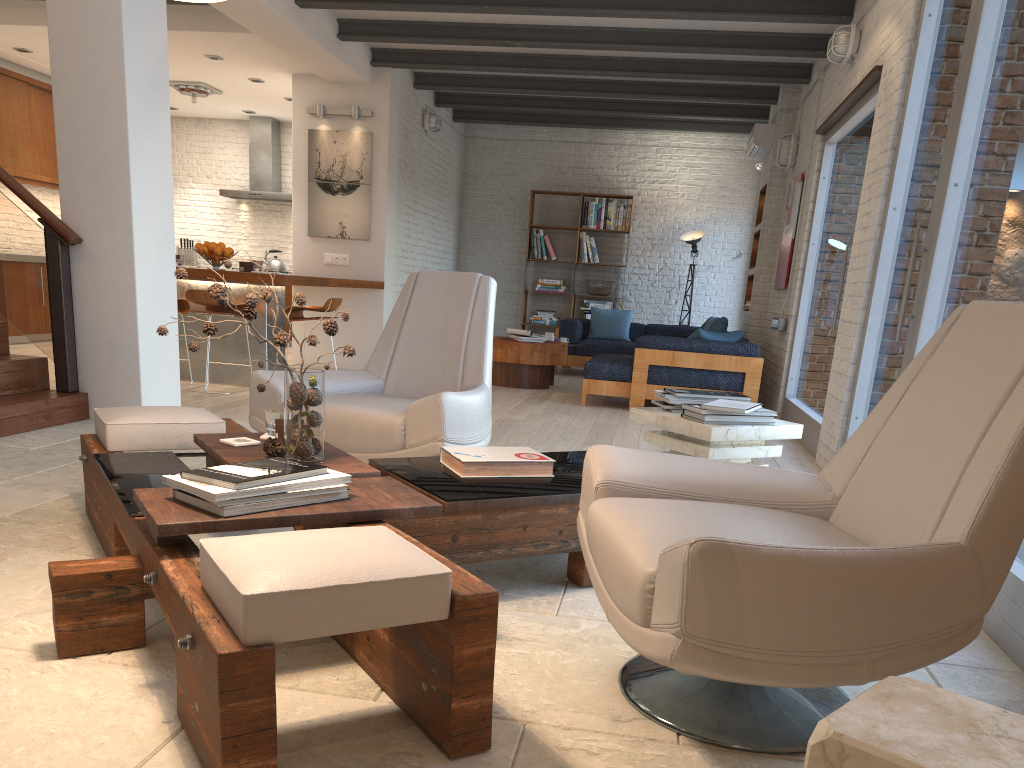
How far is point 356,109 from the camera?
9.0 meters

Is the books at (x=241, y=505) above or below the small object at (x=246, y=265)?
below

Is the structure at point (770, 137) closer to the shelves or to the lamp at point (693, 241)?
the shelves

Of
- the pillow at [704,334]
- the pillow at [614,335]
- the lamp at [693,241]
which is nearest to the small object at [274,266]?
the pillow at [614,335]

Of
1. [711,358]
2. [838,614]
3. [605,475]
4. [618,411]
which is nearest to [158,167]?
[618,411]

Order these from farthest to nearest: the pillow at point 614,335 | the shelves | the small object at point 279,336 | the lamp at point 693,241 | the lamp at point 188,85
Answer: the lamp at point 693,241, the pillow at point 614,335, the lamp at point 188,85, the shelves, the small object at point 279,336

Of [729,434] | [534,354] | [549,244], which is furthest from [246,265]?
[549,244]

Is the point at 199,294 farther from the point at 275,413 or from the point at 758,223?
the point at 758,223

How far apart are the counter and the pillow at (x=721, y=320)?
3.43m

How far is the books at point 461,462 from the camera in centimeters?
282cm
